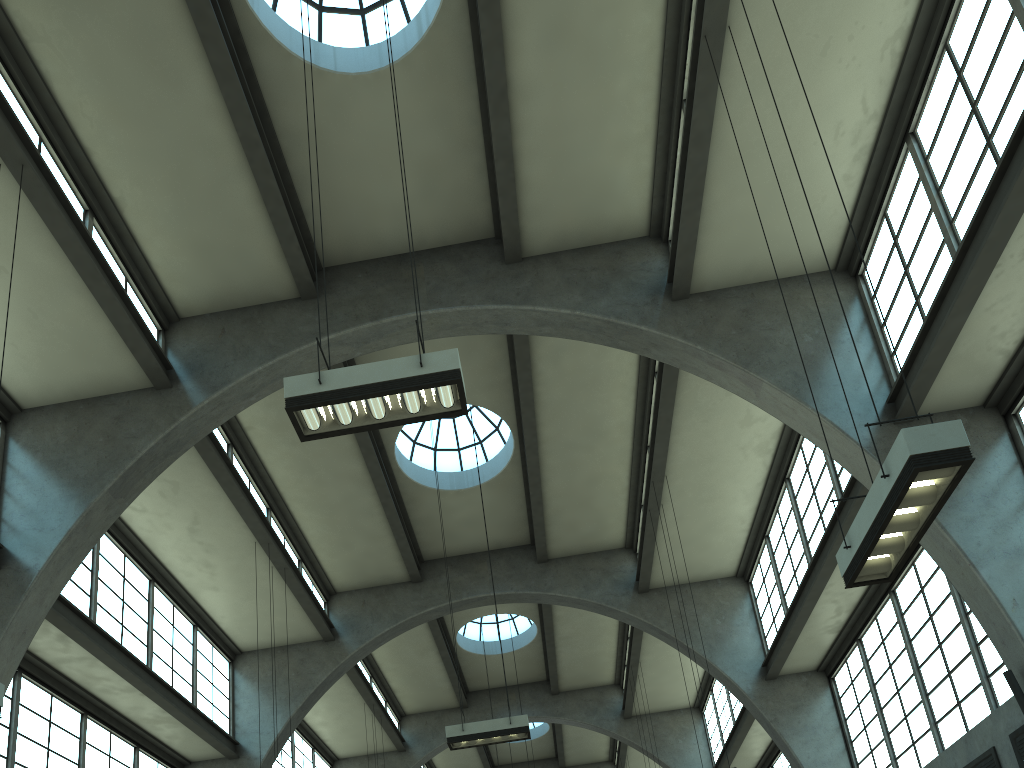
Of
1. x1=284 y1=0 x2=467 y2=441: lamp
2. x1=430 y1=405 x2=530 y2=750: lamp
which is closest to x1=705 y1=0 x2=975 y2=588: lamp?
x1=284 y1=0 x2=467 y2=441: lamp

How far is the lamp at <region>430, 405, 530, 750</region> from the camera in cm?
1320

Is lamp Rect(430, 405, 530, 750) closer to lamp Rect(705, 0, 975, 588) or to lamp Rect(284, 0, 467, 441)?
lamp Rect(284, 0, 467, 441)

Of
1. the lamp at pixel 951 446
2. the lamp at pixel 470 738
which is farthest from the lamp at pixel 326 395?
the lamp at pixel 470 738

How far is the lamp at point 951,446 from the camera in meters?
5.6

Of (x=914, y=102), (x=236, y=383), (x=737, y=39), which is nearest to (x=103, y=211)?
(x=236, y=383)

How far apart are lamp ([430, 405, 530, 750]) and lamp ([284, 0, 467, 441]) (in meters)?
7.47

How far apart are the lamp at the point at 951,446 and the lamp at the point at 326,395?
3.5 meters

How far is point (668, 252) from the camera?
13.9 meters

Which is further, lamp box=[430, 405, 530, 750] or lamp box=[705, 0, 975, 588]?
lamp box=[430, 405, 530, 750]
